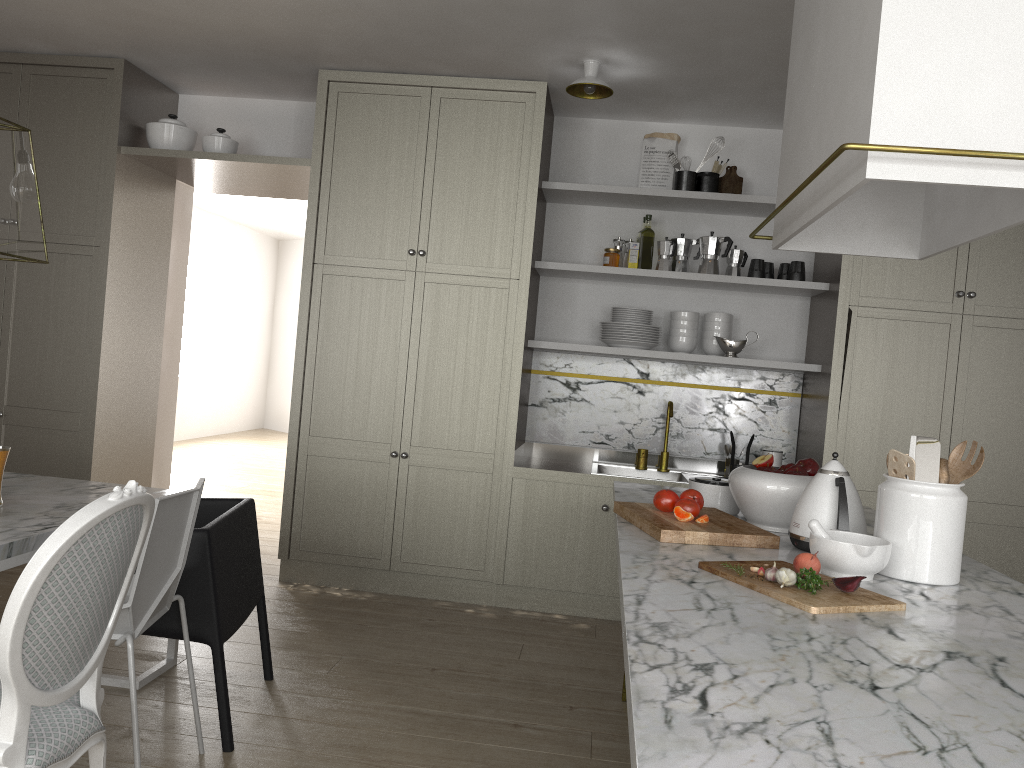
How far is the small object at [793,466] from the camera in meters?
2.4

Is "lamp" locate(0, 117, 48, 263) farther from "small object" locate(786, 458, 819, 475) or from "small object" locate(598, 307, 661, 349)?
A: "small object" locate(598, 307, 661, 349)

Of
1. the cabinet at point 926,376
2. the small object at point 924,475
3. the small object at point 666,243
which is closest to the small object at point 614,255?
the small object at point 666,243

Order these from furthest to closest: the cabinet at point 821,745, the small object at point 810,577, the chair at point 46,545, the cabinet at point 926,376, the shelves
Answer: the shelves, the cabinet at point 926,376, the small object at point 810,577, the chair at point 46,545, the cabinet at point 821,745

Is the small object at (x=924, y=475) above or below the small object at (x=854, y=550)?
above

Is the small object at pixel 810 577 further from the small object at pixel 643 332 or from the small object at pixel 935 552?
the small object at pixel 643 332

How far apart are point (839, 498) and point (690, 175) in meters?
2.5 m

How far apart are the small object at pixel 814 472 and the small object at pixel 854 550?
0.5m

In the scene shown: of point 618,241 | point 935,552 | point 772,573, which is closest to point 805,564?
point 772,573

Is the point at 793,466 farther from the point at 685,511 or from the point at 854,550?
the point at 854,550
